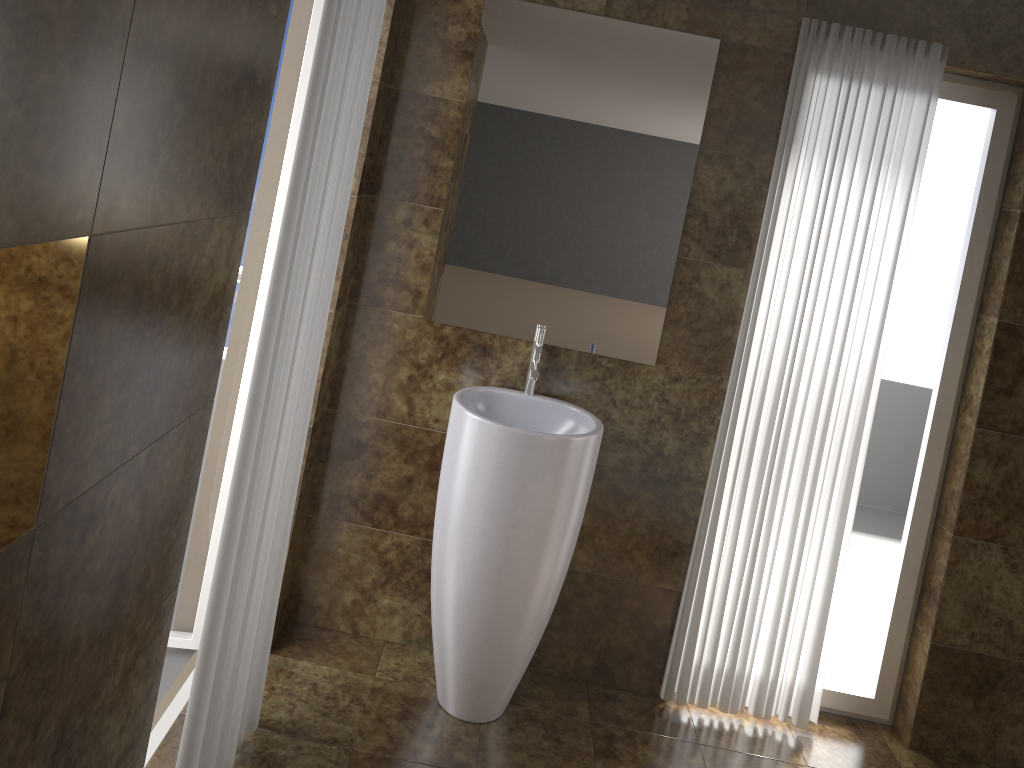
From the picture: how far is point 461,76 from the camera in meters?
2.7 m

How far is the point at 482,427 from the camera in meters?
2.5 m

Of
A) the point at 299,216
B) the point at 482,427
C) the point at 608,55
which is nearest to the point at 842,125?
the point at 608,55

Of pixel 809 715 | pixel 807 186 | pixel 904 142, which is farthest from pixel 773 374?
pixel 809 715

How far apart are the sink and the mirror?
0.05m

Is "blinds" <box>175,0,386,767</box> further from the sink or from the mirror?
the mirror

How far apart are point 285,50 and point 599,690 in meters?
2.3 m

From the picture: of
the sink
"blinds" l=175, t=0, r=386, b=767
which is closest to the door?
"blinds" l=175, t=0, r=386, b=767

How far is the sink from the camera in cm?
250

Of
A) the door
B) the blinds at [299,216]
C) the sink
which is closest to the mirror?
the sink
